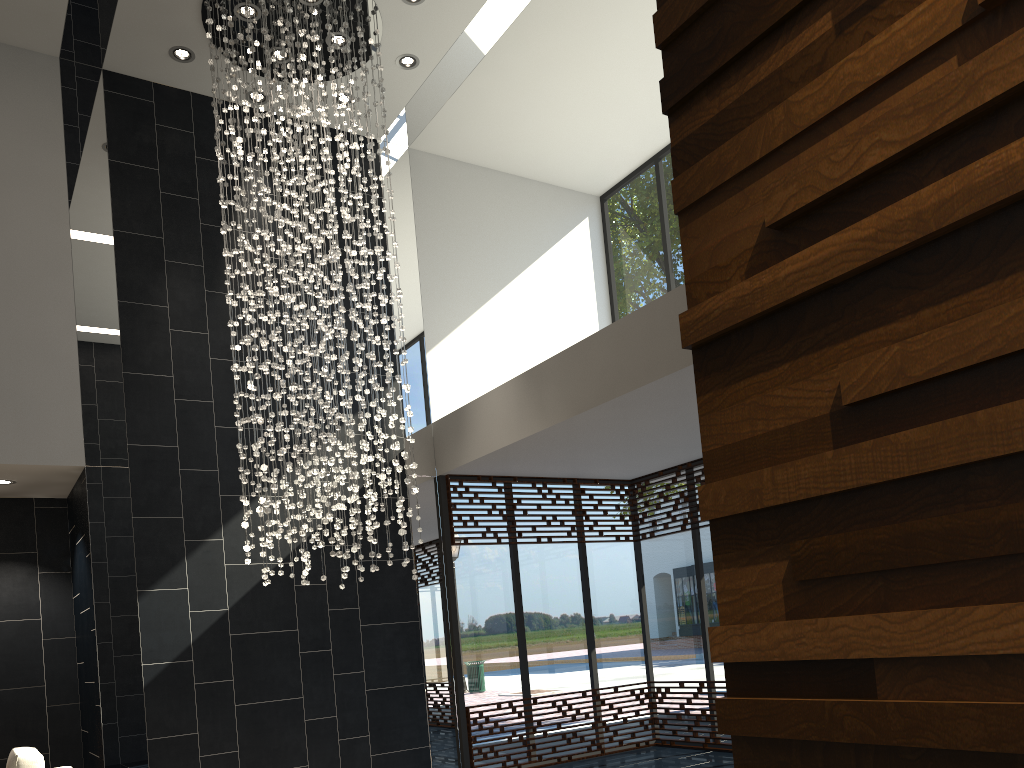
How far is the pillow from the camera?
4.5 meters

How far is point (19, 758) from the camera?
4.5 meters

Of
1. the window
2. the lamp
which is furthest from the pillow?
the window

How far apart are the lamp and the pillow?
1.7m

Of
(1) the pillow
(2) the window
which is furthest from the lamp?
(1) the pillow

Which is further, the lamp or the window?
the window

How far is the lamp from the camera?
6.4m

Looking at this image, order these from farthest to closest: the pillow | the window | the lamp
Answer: the window < the lamp < the pillow

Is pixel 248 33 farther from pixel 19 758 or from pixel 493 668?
pixel 493 668

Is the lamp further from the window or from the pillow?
the pillow
